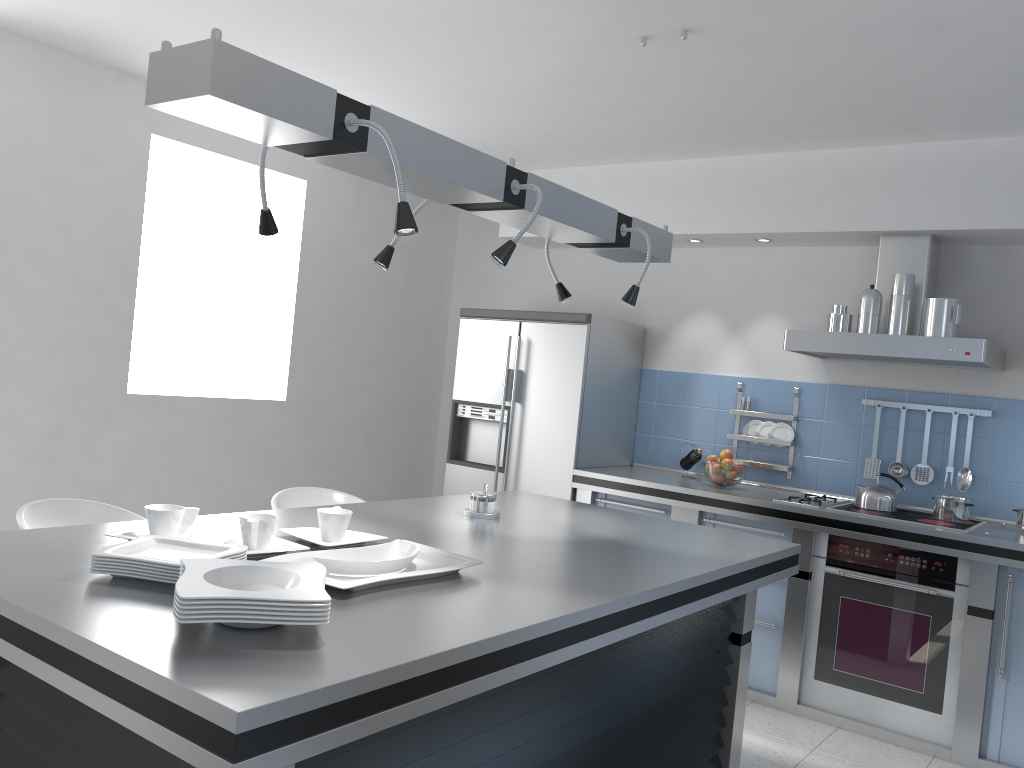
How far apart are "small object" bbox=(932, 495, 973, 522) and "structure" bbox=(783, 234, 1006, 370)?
0.63m

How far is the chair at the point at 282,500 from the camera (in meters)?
3.56

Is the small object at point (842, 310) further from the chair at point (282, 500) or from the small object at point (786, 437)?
the chair at point (282, 500)

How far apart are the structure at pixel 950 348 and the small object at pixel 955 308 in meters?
0.1 m

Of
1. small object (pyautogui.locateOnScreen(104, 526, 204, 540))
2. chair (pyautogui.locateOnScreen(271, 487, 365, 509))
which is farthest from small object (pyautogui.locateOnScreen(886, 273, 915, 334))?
small object (pyautogui.locateOnScreen(104, 526, 204, 540))

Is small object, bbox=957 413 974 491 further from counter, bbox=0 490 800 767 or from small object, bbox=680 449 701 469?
counter, bbox=0 490 800 767

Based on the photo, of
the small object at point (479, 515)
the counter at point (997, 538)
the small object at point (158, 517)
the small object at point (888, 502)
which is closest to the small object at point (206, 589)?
the small object at point (158, 517)

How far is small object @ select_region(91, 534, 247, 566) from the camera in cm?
178

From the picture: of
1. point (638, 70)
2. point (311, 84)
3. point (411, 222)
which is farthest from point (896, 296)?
point (311, 84)

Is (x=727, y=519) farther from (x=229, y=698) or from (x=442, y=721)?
(x=229, y=698)
